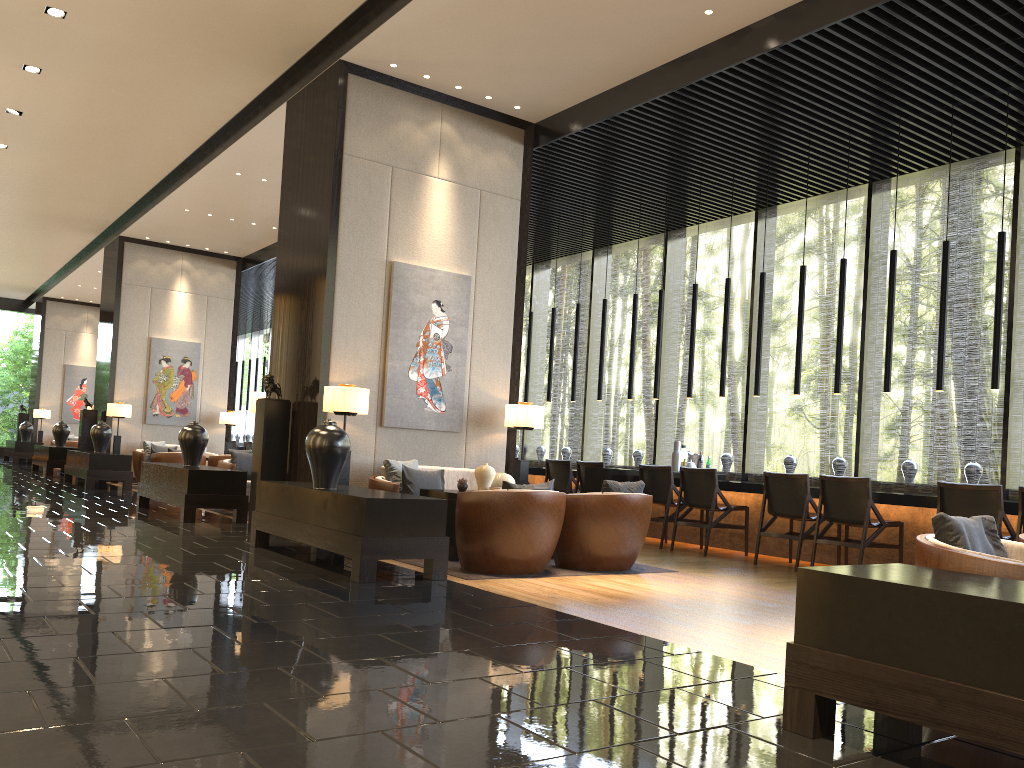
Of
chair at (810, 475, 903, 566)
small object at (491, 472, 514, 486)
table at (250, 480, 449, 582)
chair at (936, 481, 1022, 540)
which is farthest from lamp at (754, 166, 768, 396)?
table at (250, 480, 449, 582)

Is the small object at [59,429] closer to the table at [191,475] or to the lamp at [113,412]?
the lamp at [113,412]

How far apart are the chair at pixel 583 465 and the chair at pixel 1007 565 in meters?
6.2

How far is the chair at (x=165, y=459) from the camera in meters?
13.2

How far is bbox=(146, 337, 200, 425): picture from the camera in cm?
1538

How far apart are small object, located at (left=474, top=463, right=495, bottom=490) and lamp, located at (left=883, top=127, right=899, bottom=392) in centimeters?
359cm

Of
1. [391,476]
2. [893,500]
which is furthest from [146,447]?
[893,500]

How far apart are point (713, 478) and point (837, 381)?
1.5 meters

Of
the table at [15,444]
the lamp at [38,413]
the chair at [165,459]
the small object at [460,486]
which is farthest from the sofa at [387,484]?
the lamp at [38,413]

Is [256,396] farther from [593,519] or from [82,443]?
[82,443]
